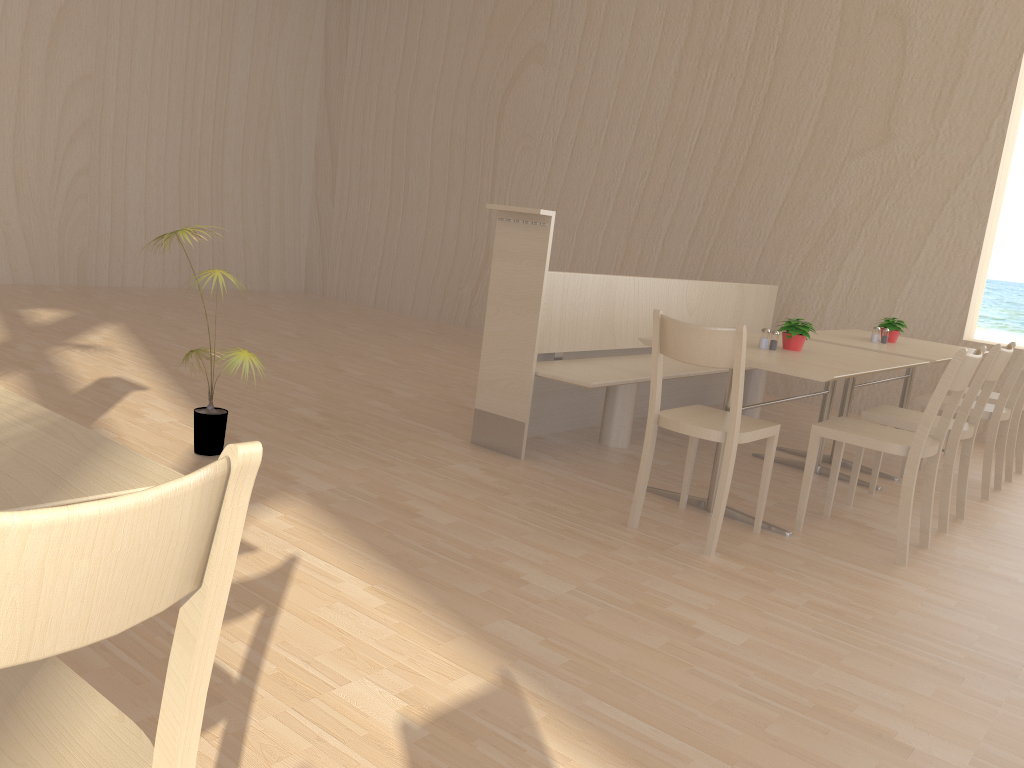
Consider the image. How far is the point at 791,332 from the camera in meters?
3.8 m

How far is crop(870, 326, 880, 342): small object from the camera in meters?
4.8

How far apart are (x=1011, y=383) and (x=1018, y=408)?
0.61m

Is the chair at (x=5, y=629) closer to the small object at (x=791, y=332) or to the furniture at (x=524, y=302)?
the furniture at (x=524, y=302)

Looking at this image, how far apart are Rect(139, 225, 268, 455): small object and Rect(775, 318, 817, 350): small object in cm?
222

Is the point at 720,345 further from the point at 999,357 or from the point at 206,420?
the point at 206,420

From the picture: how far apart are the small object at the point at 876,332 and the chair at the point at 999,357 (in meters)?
0.97

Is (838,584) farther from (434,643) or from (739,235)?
(739,235)

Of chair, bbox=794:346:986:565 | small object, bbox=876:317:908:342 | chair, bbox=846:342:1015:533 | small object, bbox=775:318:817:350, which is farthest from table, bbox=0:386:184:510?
small object, bbox=876:317:908:342

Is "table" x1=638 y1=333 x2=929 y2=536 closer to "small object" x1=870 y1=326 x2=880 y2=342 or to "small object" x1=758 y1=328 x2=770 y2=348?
"small object" x1=758 y1=328 x2=770 y2=348
